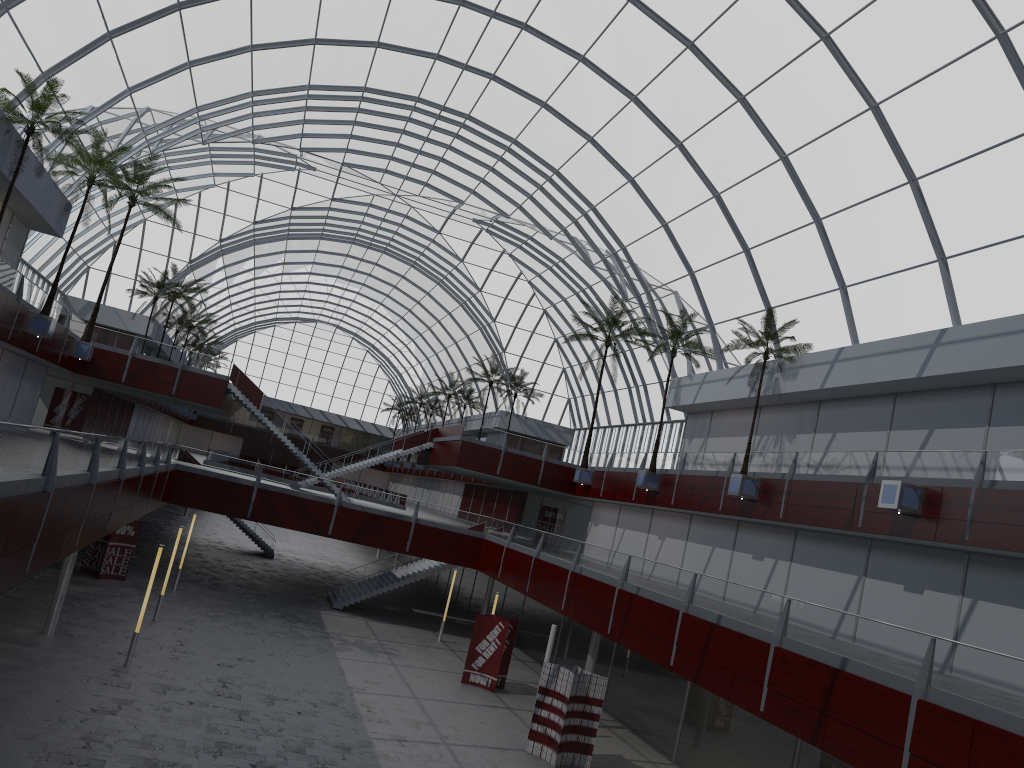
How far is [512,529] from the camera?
48.8m

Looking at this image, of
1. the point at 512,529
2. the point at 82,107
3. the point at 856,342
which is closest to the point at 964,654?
the point at 856,342
